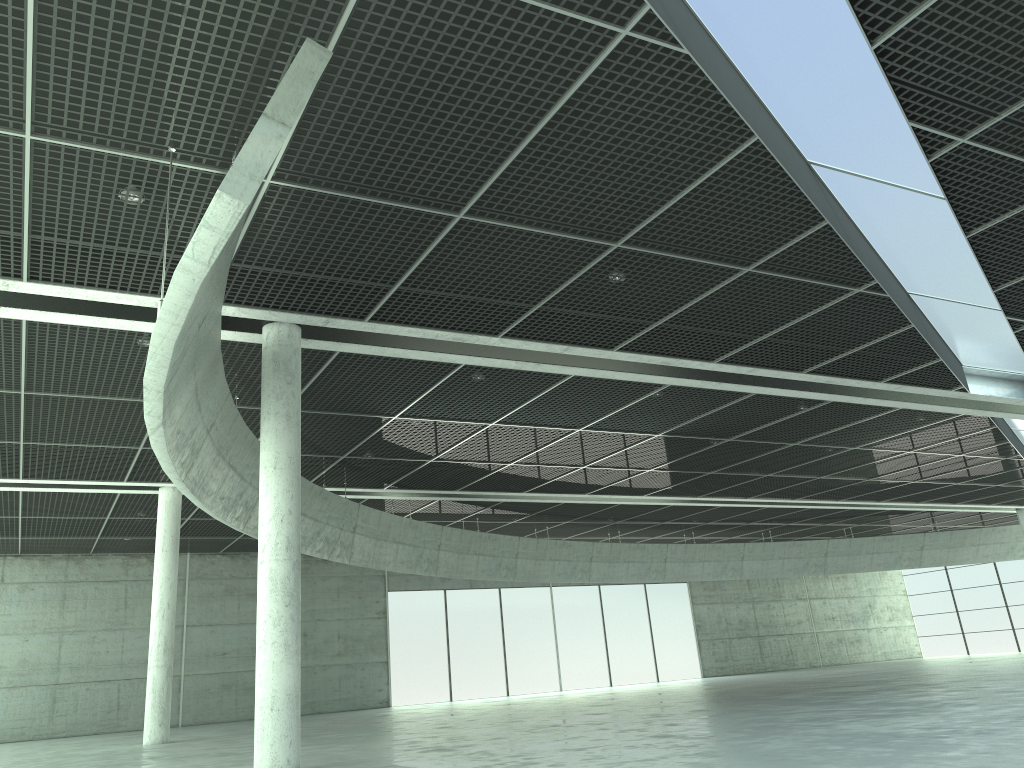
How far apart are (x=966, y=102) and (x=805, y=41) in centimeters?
379cm

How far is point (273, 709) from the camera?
23.9m

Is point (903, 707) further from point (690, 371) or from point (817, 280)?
point (817, 280)

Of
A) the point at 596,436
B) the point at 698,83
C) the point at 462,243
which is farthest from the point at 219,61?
the point at 596,436
